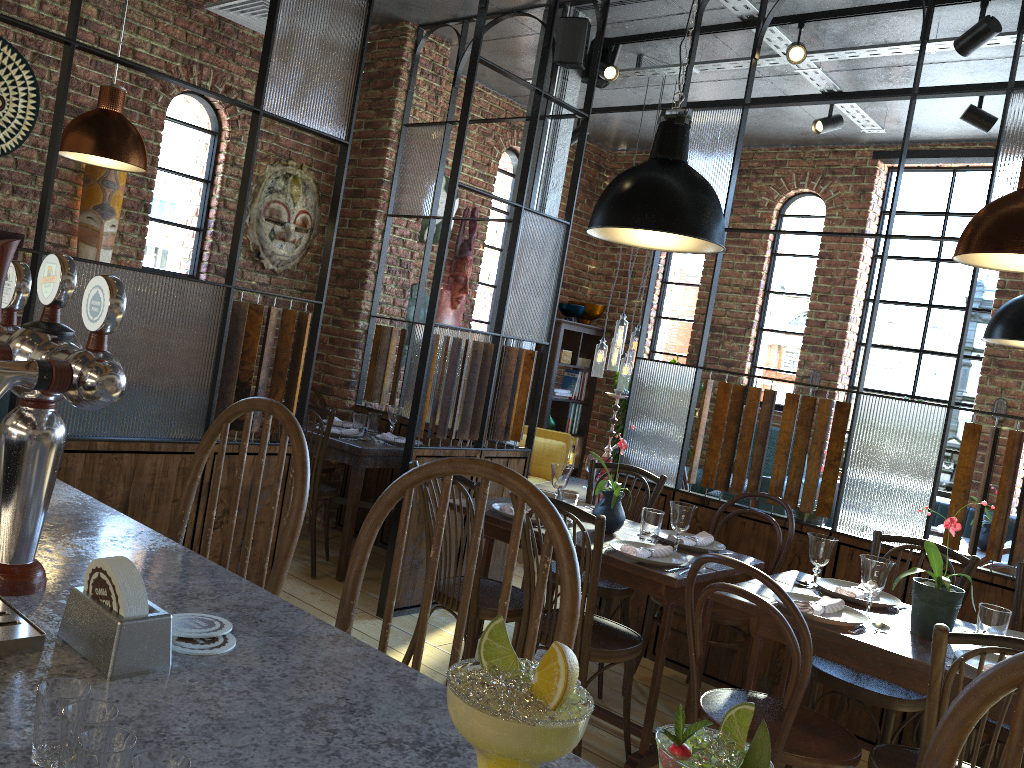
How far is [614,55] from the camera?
5.1 meters

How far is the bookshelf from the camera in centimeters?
747cm

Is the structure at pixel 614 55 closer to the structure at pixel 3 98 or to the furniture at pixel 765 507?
the furniture at pixel 765 507

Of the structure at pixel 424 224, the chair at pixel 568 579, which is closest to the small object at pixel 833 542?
the chair at pixel 568 579

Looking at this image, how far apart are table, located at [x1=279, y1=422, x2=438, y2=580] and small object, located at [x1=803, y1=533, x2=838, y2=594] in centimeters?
236cm

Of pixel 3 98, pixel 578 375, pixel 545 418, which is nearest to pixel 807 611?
pixel 3 98

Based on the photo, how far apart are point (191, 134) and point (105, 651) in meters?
4.7

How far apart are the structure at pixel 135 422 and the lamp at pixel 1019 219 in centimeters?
82cm

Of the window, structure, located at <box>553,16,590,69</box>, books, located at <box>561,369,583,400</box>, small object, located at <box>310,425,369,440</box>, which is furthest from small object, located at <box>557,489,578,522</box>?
books, located at <box>561,369,583,400</box>

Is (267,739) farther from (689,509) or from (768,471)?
(768,471)
